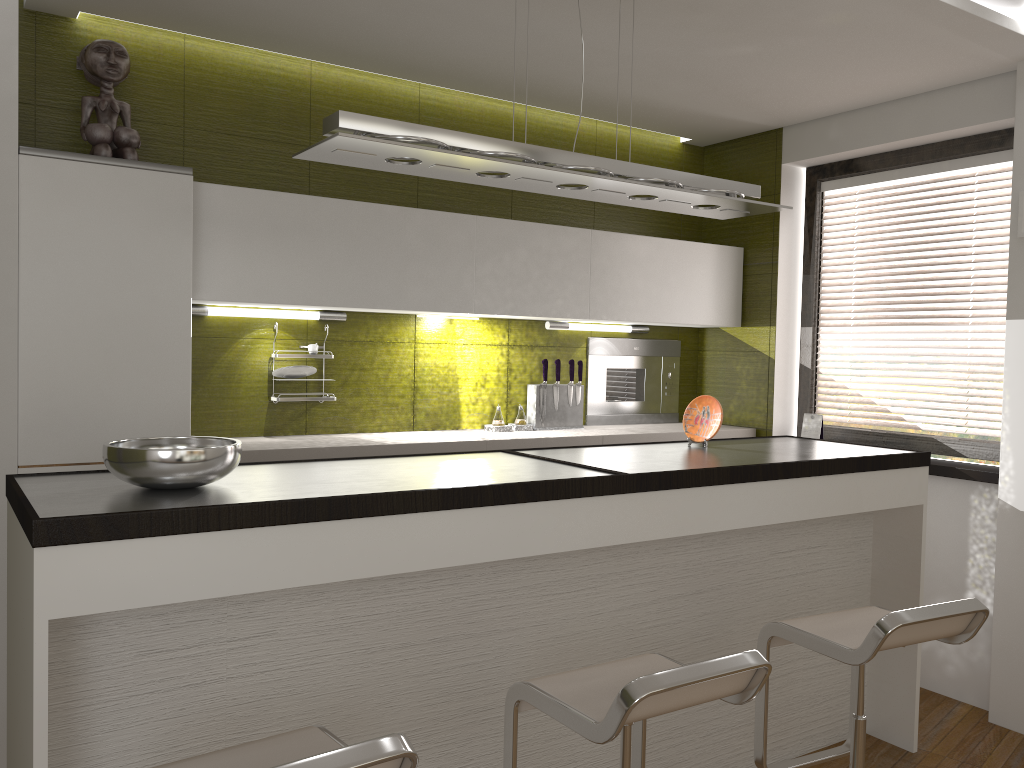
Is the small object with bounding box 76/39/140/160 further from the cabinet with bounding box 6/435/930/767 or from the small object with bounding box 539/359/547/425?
the small object with bounding box 539/359/547/425

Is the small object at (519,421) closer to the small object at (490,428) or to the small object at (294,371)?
the small object at (490,428)

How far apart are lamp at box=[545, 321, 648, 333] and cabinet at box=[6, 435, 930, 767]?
1.22m

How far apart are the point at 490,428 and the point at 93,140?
2.06m

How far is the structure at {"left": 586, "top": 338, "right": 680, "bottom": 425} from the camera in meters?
4.7

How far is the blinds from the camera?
4.0 meters

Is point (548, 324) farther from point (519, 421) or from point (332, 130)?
point (332, 130)

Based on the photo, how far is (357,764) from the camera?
1.3 meters

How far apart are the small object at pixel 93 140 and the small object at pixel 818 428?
3.3m

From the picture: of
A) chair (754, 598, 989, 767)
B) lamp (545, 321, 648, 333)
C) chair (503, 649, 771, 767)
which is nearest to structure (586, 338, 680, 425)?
lamp (545, 321, 648, 333)
